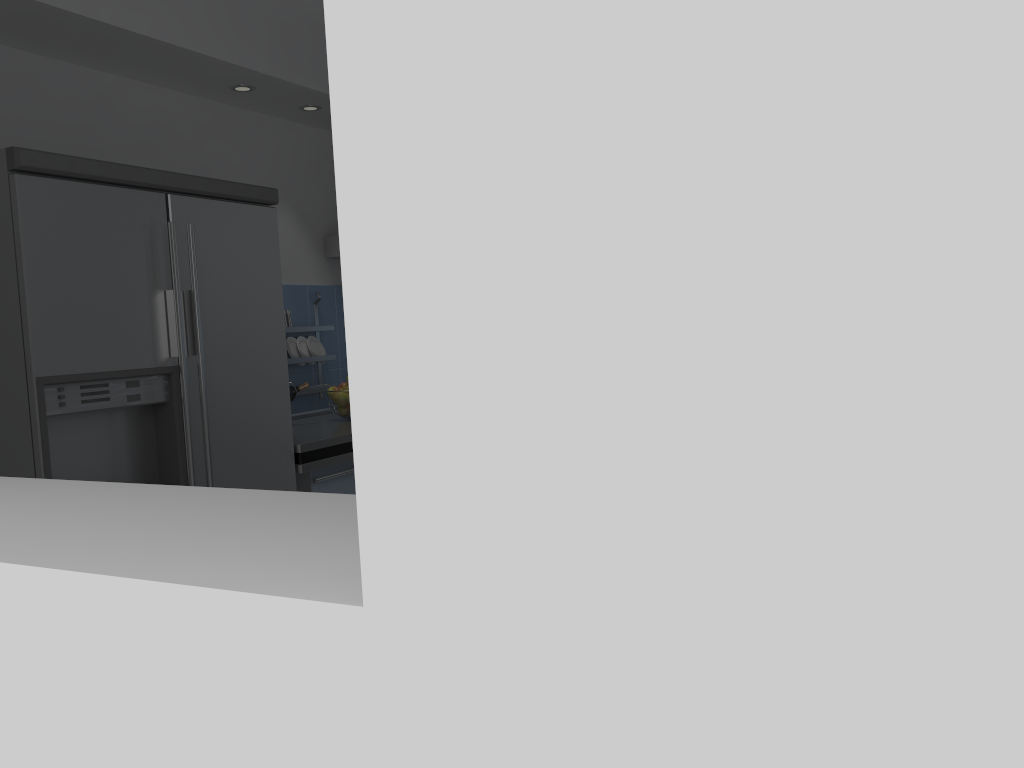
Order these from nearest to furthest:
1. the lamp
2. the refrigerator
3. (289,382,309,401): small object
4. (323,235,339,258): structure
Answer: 1. the refrigerator
2. the lamp
3. (289,382,309,401): small object
4. (323,235,339,258): structure

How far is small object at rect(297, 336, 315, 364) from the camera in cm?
399

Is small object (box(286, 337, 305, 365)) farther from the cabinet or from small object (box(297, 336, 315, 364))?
the cabinet

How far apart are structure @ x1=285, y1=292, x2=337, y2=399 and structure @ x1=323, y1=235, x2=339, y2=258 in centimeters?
39cm

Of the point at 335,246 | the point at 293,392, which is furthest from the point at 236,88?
the point at 293,392

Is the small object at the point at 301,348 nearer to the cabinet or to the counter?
the counter

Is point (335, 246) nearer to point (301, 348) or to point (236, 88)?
point (301, 348)

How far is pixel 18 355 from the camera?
2.2 meters

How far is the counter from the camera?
3.0 meters

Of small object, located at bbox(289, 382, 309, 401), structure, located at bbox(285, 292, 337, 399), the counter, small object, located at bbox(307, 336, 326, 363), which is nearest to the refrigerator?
the counter
